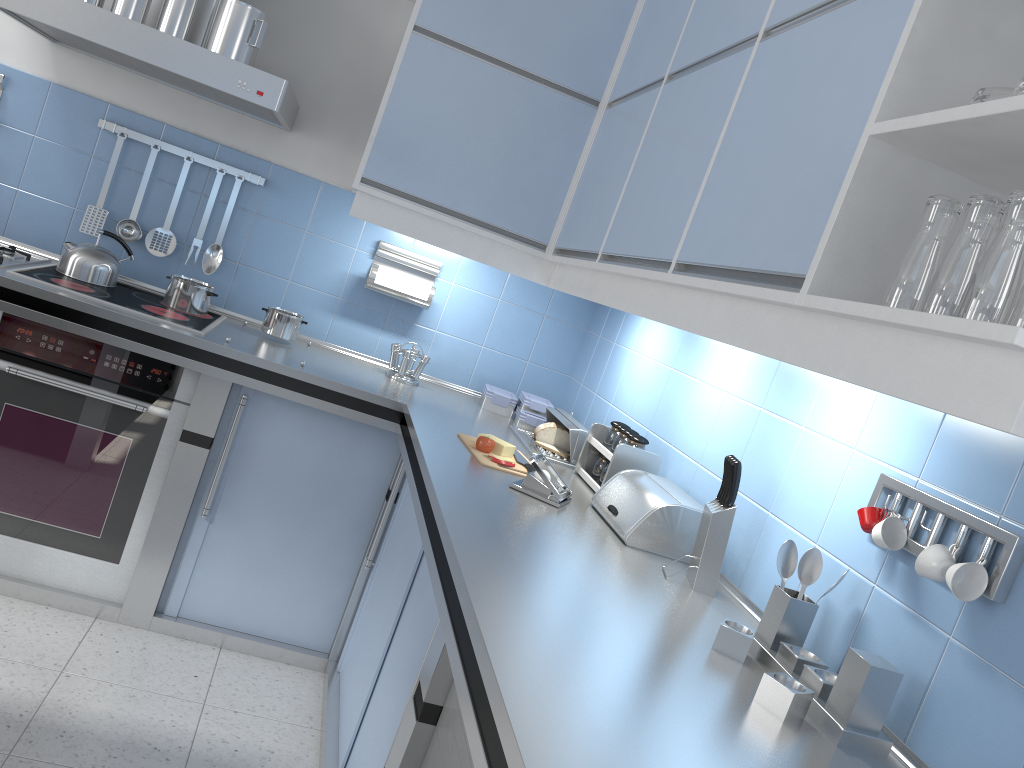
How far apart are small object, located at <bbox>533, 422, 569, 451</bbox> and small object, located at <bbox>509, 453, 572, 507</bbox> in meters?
0.6

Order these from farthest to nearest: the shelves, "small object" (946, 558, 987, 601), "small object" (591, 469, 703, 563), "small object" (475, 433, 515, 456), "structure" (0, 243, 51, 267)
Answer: "structure" (0, 243, 51, 267) < "small object" (475, 433, 515, 456) < "small object" (591, 469, 703, 563) < "small object" (946, 558, 987, 601) < the shelves

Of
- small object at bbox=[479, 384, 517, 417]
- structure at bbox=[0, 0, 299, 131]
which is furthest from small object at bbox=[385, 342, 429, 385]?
structure at bbox=[0, 0, 299, 131]

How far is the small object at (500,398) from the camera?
3.4 meters

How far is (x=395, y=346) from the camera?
3.3 meters

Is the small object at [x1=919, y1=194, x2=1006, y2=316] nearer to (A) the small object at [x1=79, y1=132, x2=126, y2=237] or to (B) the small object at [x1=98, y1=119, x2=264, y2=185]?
(B) the small object at [x1=98, y1=119, x2=264, y2=185]

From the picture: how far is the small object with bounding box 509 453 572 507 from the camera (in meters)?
2.21

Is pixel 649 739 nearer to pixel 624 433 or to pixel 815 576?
pixel 815 576

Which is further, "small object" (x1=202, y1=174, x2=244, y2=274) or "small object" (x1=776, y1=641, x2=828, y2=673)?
"small object" (x1=202, y1=174, x2=244, y2=274)

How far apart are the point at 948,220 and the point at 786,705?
0.8 meters
